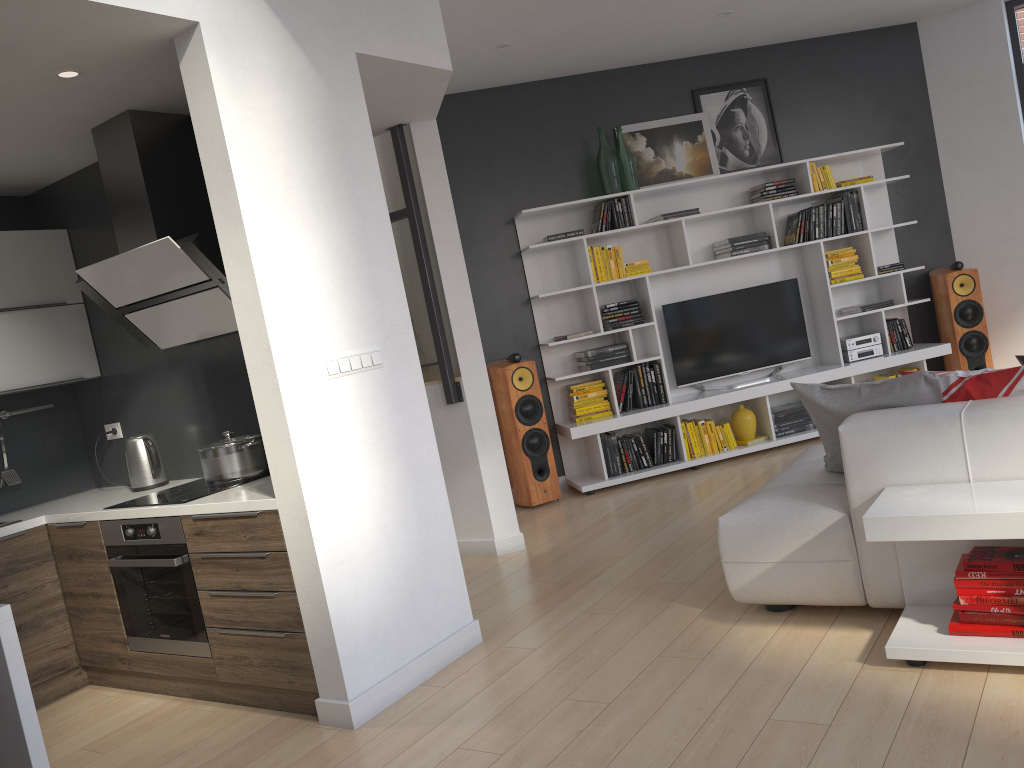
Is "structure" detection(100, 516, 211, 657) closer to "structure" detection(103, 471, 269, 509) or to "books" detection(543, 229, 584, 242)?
"structure" detection(103, 471, 269, 509)

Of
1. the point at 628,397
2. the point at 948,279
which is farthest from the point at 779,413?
the point at 948,279

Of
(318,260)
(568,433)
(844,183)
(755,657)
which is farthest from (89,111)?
(844,183)

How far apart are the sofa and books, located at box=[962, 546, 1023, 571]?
0.23m

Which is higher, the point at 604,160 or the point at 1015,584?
the point at 604,160

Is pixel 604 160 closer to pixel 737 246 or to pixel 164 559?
pixel 737 246

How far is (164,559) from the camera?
3.6 meters

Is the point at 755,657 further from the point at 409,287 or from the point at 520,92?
the point at 520,92

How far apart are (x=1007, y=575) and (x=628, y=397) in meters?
3.8 m

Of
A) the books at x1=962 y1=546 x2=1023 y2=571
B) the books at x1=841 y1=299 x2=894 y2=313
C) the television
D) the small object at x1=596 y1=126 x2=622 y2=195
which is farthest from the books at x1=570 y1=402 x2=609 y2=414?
the books at x1=962 y1=546 x2=1023 y2=571
